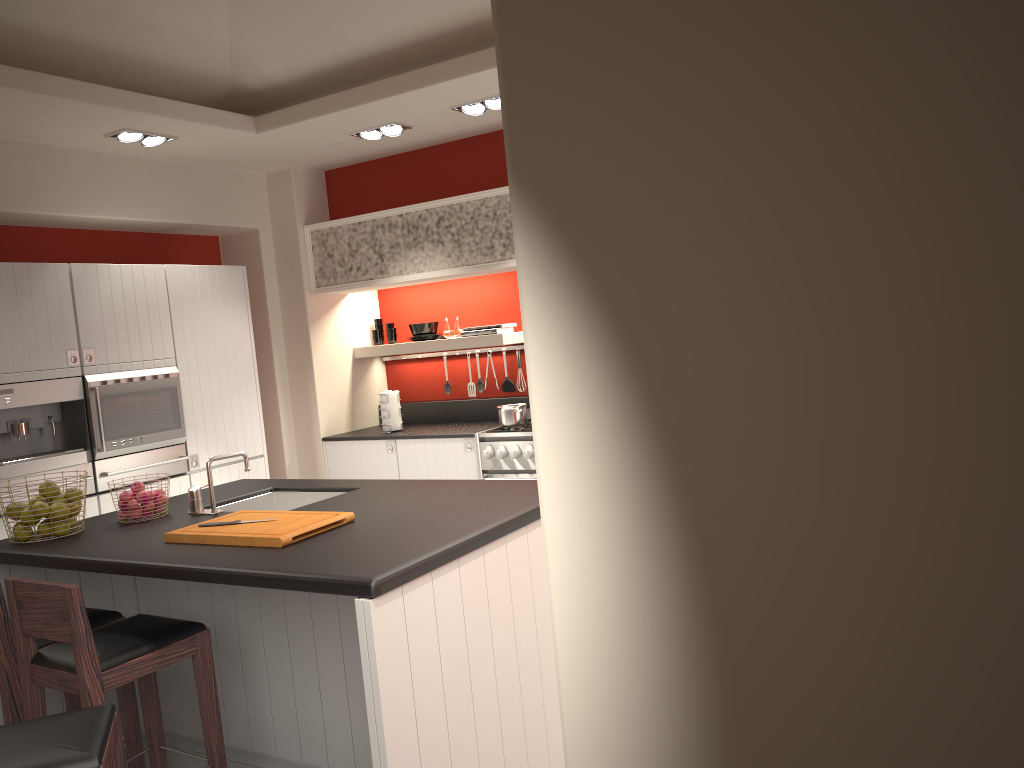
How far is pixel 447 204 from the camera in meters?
5.9

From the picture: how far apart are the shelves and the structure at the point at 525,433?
0.7m

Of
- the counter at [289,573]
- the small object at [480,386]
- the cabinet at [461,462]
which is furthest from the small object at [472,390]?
the counter at [289,573]

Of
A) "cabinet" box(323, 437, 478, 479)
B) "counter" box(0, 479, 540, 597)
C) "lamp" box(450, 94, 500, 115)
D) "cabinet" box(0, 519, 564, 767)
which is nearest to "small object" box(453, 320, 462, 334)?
"cabinet" box(323, 437, 478, 479)

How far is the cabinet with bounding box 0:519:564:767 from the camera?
2.50m

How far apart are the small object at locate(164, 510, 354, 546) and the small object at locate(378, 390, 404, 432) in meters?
3.0 m

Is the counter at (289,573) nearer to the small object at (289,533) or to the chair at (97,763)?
the small object at (289,533)

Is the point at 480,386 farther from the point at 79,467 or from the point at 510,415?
the point at 79,467

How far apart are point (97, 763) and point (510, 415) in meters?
3.9

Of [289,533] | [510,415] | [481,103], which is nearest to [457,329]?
[510,415]
